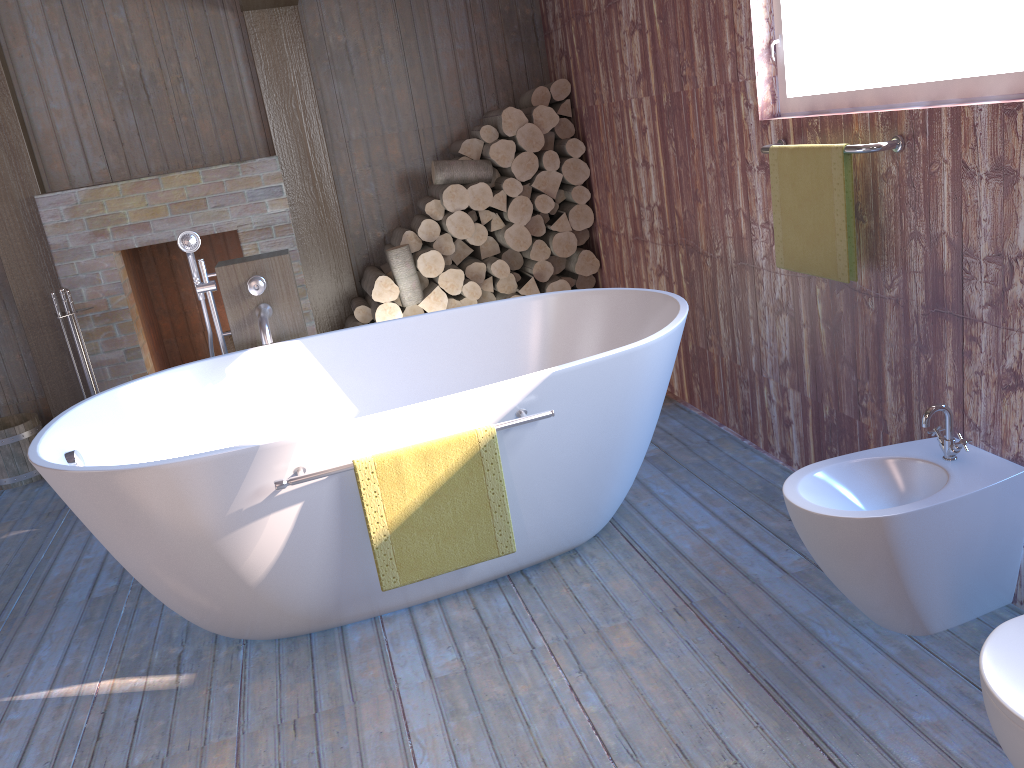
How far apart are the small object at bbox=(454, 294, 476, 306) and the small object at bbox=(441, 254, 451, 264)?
0.20m

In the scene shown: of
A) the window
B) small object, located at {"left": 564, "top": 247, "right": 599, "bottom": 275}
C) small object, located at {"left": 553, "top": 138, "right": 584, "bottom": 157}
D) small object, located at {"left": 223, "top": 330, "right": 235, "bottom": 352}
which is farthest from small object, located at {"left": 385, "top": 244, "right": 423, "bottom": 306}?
the window

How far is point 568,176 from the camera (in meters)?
4.45

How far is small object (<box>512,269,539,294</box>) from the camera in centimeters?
453cm

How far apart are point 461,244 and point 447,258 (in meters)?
0.10

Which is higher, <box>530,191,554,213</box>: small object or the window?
the window

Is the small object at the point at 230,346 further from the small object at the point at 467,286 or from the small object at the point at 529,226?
the small object at the point at 529,226

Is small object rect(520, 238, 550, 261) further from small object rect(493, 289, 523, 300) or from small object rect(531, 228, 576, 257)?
small object rect(493, 289, 523, 300)

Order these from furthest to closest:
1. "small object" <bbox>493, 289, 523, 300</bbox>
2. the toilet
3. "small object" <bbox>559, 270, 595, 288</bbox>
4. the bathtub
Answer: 1. "small object" <bbox>559, 270, 595, 288</bbox>
2. "small object" <bbox>493, 289, 523, 300</bbox>
3. the bathtub
4. the toilet

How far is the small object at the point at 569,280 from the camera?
4.72m
